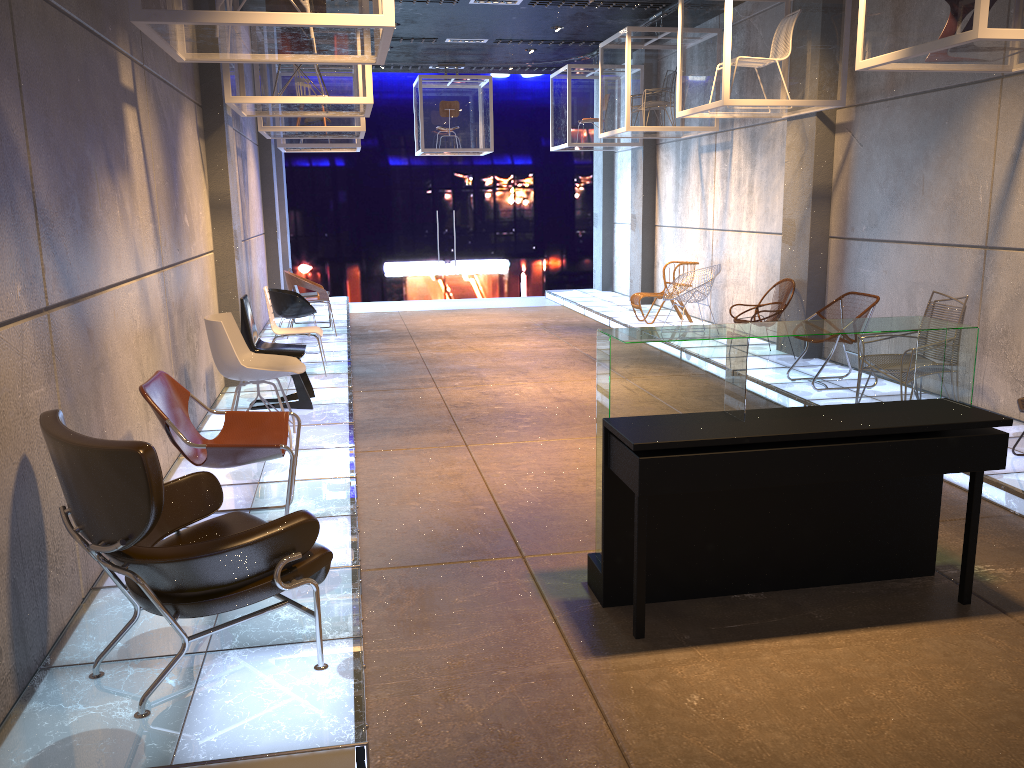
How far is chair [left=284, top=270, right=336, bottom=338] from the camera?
10.9m

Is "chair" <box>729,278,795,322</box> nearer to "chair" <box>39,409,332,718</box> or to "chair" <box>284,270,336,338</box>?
"chair" <box>284,270,336,338</box>

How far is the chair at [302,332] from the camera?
8.5m

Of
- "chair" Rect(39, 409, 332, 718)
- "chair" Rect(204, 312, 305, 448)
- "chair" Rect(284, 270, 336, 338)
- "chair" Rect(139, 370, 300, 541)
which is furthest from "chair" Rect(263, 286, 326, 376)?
"chair" Rect(39, 409, 332, 718)

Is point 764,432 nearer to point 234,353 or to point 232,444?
point 232,444

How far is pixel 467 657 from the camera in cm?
349

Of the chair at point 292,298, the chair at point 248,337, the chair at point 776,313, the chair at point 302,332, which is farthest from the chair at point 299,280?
the chair at point 776,313

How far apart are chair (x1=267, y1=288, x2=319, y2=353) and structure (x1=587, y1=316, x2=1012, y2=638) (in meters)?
6.45

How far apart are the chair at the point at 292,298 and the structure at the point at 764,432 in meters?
6.4 m

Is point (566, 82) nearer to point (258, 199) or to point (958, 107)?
point (258, 199)
